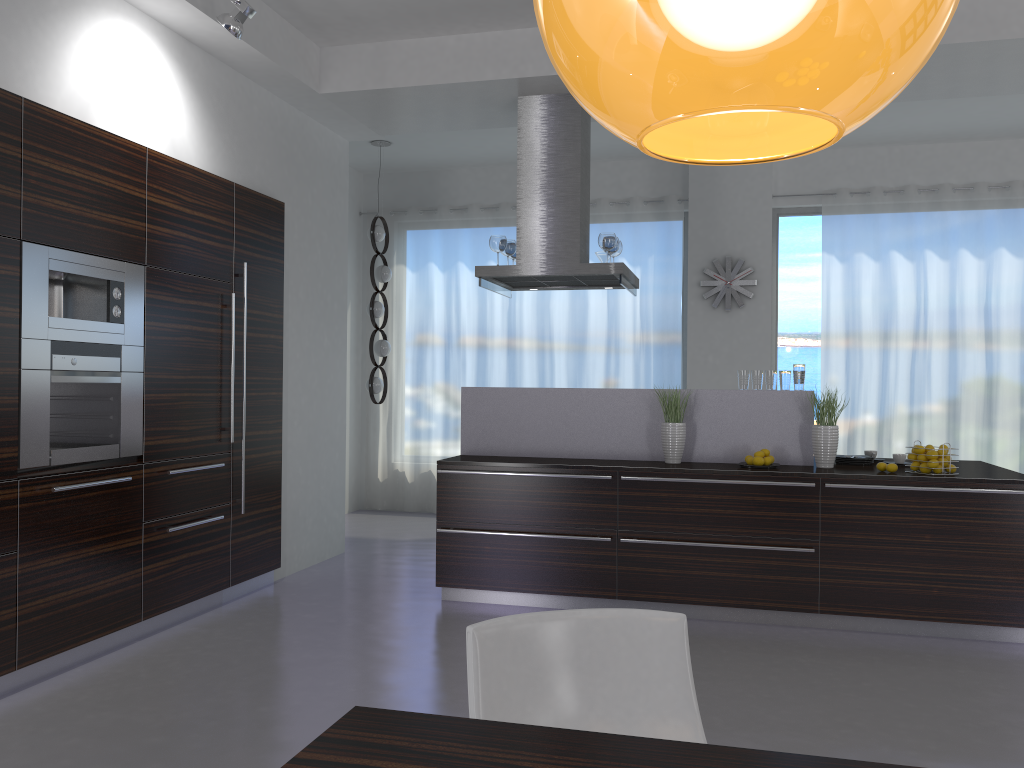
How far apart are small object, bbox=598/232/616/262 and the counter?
1.0 meters

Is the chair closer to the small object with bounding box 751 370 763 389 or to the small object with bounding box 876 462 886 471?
the small object with bounding box 876 462 886 471

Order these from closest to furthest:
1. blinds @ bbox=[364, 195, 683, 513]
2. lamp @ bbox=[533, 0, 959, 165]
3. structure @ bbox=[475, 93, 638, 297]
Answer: lamp @ bbox=[533, 0, 959, 165]
structure @ bbox=[475, 93, 638, 297]
blinds @ bbox=[364, 195, 683, 513]

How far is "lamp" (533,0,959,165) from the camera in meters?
0.6 m

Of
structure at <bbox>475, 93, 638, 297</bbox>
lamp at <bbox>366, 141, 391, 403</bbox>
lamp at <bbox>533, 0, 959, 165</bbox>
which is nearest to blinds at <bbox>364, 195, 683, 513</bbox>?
lamp at <bbox>366, 141, 391, 403</bbox>

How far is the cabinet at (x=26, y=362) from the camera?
3.7m

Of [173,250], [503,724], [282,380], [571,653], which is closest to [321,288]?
[282,380]

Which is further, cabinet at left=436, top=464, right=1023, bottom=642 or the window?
the window

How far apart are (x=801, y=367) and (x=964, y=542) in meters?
1.3 m

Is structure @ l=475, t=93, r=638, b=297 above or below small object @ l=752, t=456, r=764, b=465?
above
